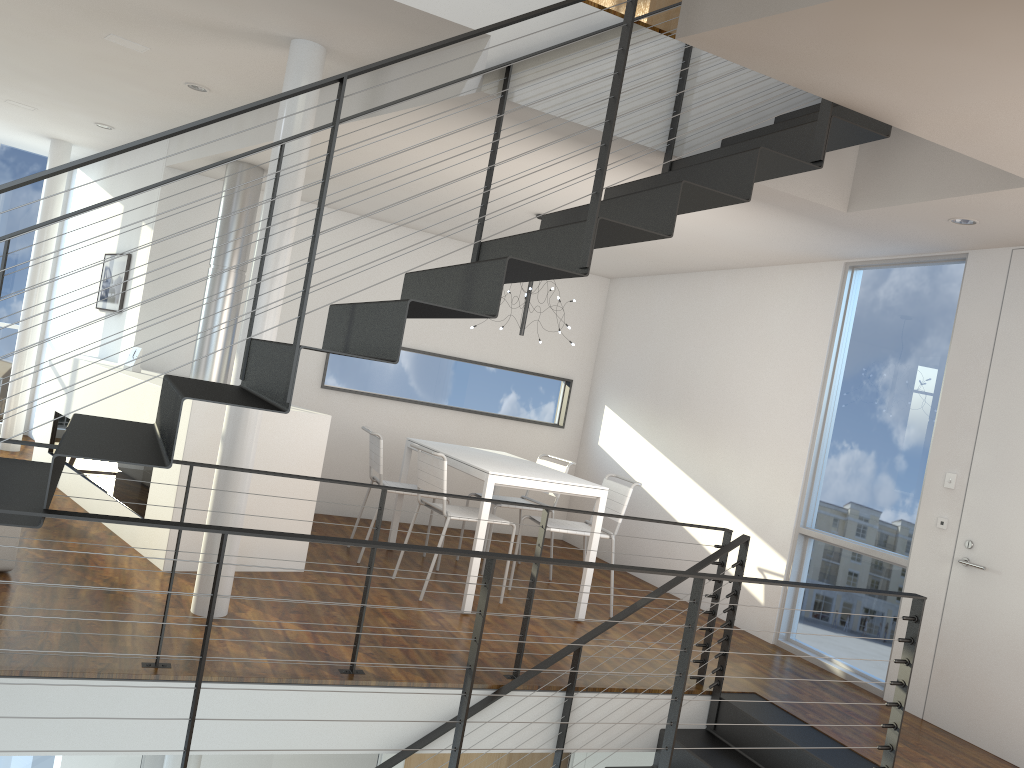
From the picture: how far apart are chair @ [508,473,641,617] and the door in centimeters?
166cm

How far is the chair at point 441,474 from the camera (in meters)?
4.58

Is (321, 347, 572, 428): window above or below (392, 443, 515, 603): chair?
above

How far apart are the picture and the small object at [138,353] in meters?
0.9

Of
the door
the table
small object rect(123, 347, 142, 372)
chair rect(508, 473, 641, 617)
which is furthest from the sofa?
the door

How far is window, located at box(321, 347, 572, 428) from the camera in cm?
665

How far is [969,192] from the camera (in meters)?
3.41

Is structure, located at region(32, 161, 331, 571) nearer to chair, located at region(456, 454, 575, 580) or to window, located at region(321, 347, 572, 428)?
window, located at region(321, 347, 572, 428)

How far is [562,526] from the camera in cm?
496

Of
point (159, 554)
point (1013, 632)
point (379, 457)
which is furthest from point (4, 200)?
point (1013, 632)
